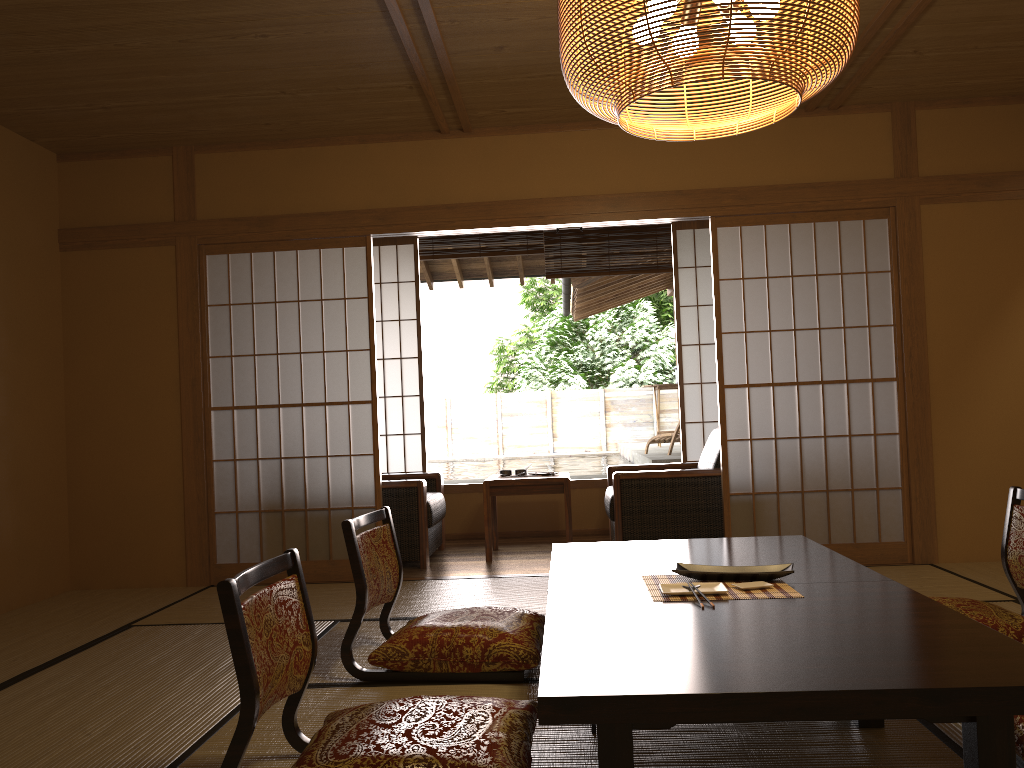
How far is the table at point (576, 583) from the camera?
2.7 meters

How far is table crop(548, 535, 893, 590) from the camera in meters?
2.7 m

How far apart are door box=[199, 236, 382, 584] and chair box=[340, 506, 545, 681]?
1.5 meters

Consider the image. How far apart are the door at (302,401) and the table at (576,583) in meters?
1.7

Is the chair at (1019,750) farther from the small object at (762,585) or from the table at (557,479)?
the table at (557,479)

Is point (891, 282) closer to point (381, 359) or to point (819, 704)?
point (381, 359)

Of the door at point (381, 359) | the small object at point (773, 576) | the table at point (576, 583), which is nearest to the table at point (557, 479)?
the door at point (381, 359)

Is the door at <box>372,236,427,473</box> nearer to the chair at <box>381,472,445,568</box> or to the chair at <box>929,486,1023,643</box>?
the chair at <box>381,472,445,568</box>

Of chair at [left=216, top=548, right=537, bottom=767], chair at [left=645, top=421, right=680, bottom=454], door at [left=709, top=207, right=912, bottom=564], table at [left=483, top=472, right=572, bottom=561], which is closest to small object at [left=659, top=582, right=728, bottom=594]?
chair at [left=216, top=548, right=537, bottom=767]

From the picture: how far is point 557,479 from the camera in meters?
5.4
